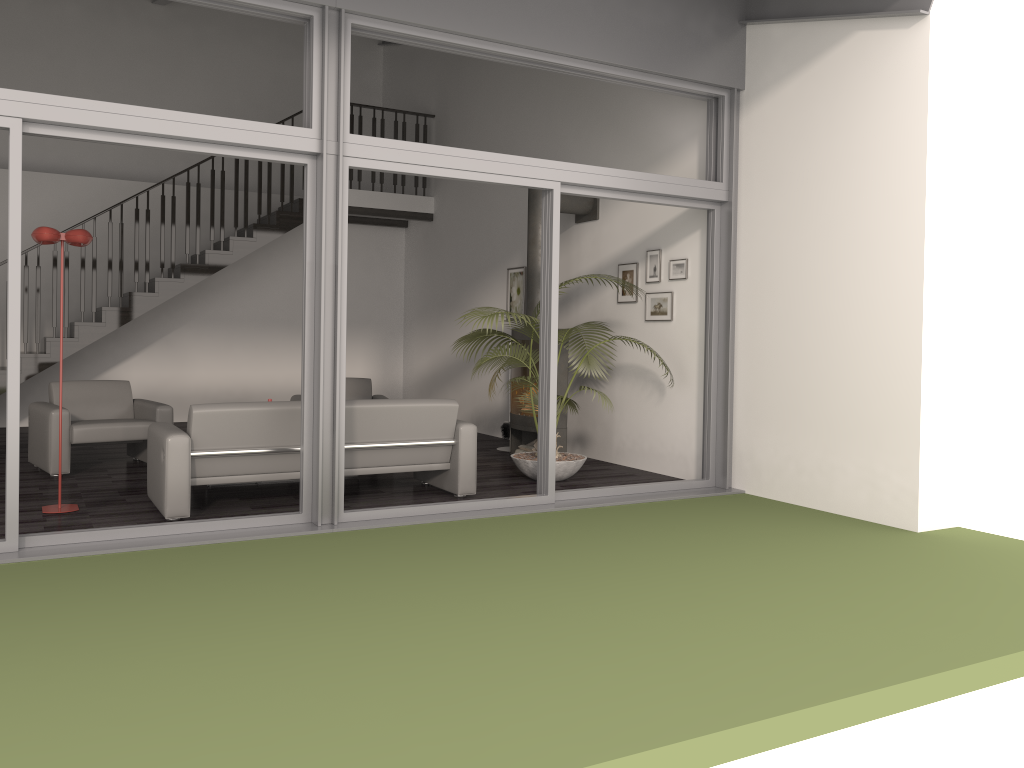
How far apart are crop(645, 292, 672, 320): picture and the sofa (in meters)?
2.18

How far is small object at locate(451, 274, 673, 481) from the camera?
7.0m

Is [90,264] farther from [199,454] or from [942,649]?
[942,649]

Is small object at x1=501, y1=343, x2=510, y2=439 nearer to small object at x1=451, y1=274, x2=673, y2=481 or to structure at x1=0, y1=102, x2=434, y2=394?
small object at x1=451, y1=274, x2=673, y2=481

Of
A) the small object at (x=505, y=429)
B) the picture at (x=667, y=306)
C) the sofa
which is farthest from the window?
the small object at (x=505, y=429)

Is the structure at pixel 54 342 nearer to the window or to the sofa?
the sofa

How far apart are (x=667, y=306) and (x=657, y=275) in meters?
0.3

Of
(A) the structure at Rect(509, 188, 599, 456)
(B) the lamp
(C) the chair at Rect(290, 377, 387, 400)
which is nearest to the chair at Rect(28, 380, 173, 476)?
(B) the lamp

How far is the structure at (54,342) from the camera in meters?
9.7

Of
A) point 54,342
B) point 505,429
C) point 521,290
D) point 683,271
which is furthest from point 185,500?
point 54,342
